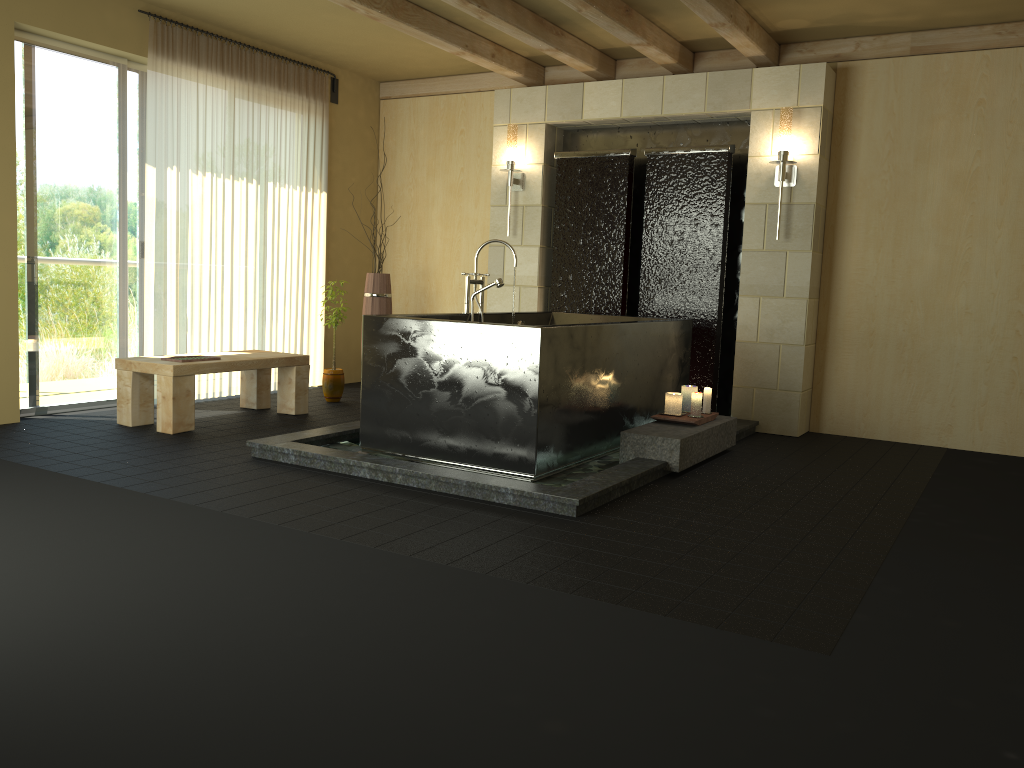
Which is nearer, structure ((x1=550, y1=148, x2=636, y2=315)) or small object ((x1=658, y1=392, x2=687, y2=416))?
small object ((x1=658, y1=392, x2=687, y2=416))

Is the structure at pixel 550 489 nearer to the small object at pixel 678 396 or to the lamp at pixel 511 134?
Answer: the small object at pixel 678 396

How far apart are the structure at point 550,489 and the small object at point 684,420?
0.0m

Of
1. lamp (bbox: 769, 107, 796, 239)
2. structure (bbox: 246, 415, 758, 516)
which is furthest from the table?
lamp (bbox: 769, 107, 796, 239)

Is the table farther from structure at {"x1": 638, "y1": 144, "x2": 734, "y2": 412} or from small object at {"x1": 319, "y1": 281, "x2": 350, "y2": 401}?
structure at {"x1": 638, "y1": 144, "x2": 734, "y2": 412}

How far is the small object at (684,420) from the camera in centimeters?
488cm

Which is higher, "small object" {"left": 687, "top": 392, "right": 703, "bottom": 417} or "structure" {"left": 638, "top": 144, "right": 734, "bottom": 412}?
"structure" {"left": 638, "top": 144, "right": 734, "bottom": 412}

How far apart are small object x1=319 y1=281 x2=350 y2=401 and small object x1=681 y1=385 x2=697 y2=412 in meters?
2.7 m

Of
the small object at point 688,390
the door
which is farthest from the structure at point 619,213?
the door

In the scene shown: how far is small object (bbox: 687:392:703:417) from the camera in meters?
5.0
